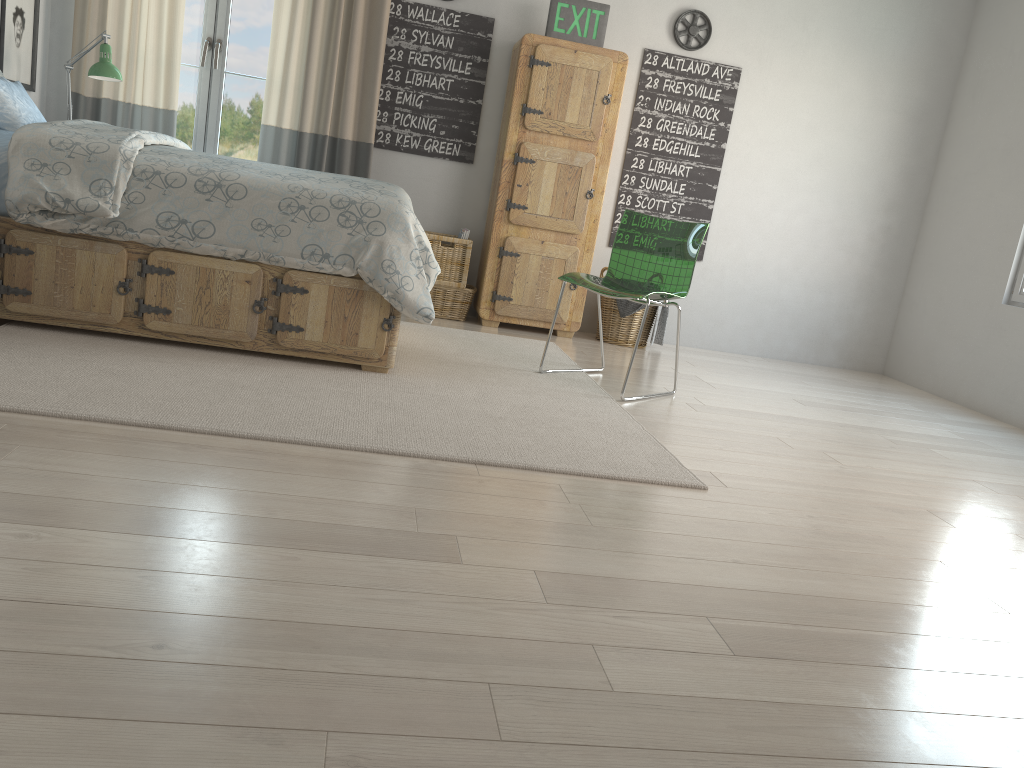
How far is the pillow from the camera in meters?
3.4

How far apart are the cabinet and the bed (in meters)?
1.43

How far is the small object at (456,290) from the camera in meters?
5.0 m

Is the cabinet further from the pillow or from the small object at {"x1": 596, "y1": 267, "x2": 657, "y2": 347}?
the pillow

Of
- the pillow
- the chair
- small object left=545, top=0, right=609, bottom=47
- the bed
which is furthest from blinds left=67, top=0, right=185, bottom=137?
the chair

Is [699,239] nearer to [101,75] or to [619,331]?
[619,331]

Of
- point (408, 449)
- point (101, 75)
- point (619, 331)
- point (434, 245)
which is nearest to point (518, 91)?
point (434, 245)

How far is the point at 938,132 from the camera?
5.47m

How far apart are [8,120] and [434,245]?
2.1m

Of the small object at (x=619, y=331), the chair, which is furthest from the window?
the chair
